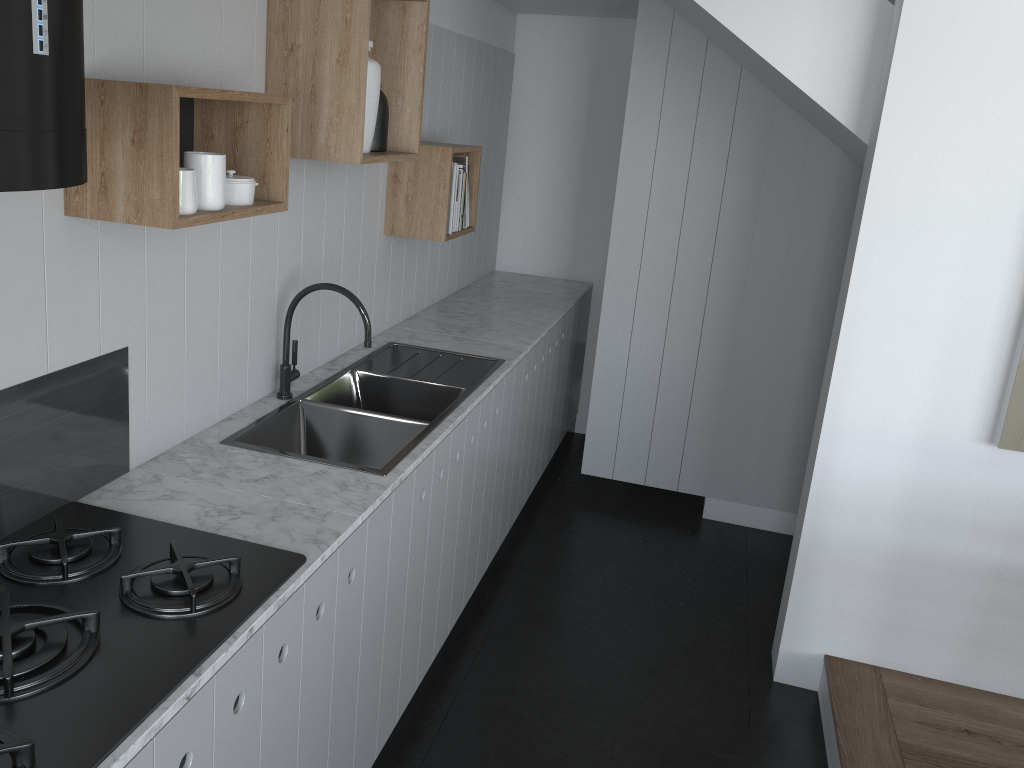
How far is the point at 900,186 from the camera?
2.6 meters

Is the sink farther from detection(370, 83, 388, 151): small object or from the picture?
the picture

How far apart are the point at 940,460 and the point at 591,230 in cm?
256

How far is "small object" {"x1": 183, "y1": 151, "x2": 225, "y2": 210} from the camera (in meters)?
1.71

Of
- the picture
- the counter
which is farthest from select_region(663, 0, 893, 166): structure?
the counter

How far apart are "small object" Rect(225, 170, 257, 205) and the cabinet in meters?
0.7

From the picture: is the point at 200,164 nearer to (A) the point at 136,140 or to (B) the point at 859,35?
(A) the point at 136,140

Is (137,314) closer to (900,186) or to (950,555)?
(900,186)

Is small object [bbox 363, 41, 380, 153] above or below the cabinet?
above

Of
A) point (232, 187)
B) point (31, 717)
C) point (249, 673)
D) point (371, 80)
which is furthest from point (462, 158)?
point (31, 717)
